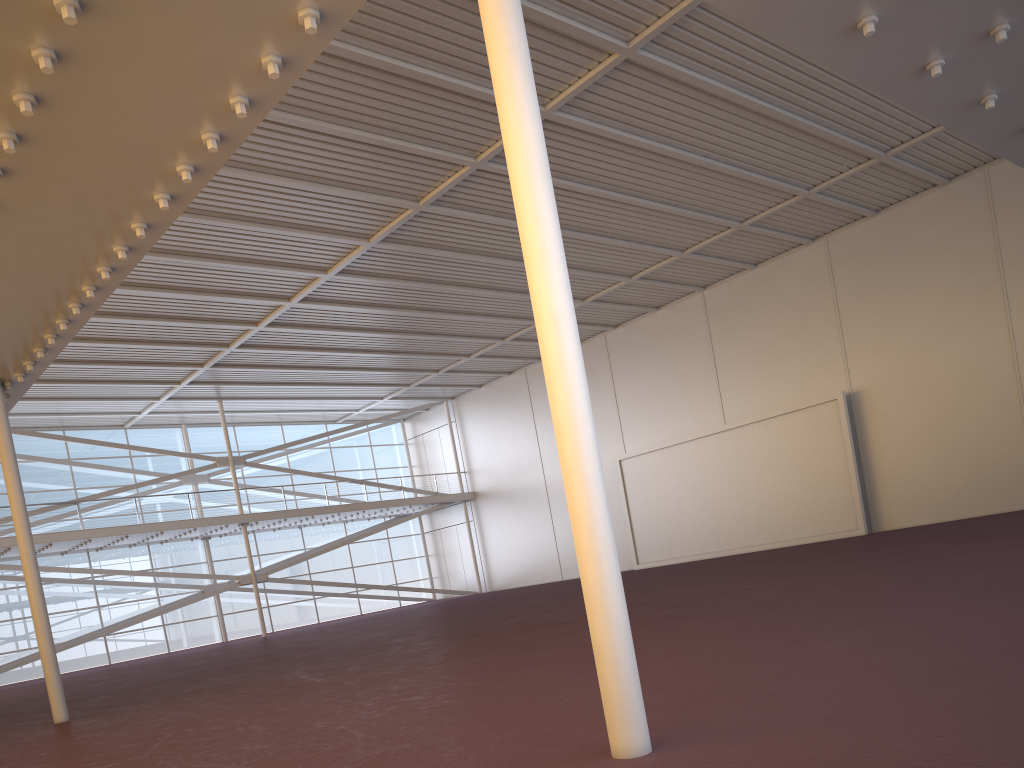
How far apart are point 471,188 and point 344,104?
5.3 meters
